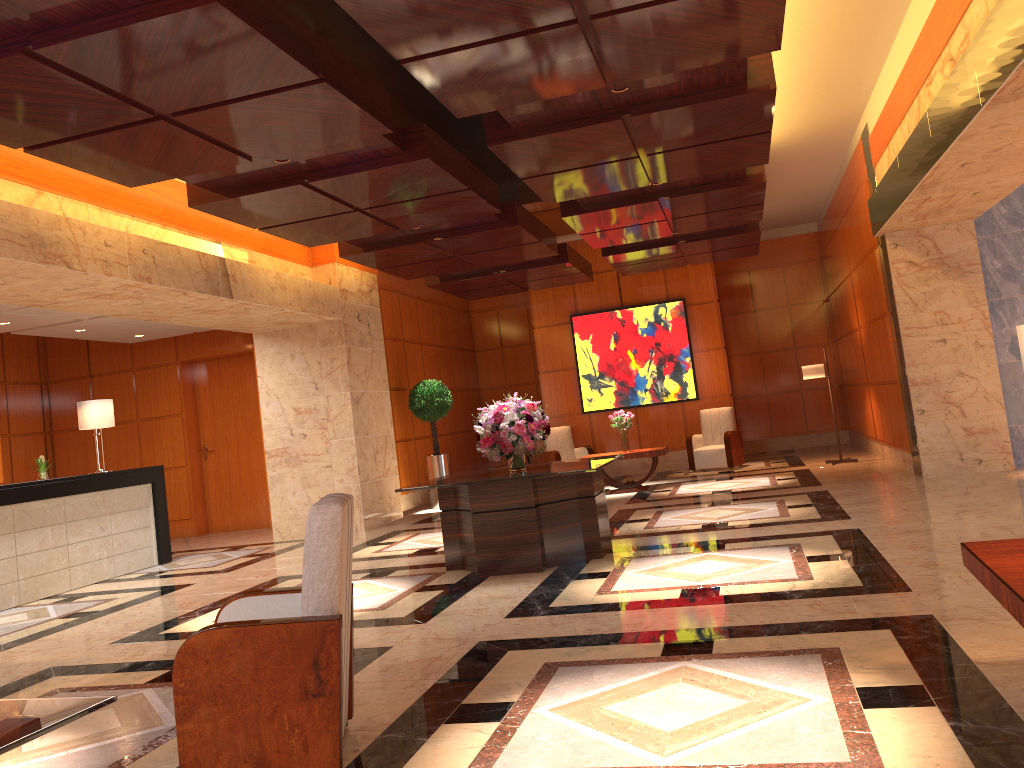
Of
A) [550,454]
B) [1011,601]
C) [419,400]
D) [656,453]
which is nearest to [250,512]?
[419,400]

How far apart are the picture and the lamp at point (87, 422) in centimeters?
783cm

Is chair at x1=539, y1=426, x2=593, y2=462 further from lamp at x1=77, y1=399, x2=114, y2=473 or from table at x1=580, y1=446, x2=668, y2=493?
lamp at x1=77, y1=399, x2=114, y2=473

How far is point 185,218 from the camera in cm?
898

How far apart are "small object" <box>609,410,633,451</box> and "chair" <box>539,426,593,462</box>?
2.1 meters

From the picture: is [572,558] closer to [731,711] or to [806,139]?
[731,711]

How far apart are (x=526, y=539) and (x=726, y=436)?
7.70m

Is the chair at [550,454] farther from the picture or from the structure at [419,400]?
the structure at [419,400]

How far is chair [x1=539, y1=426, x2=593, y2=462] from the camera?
14.53m

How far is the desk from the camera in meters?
8.5 m
